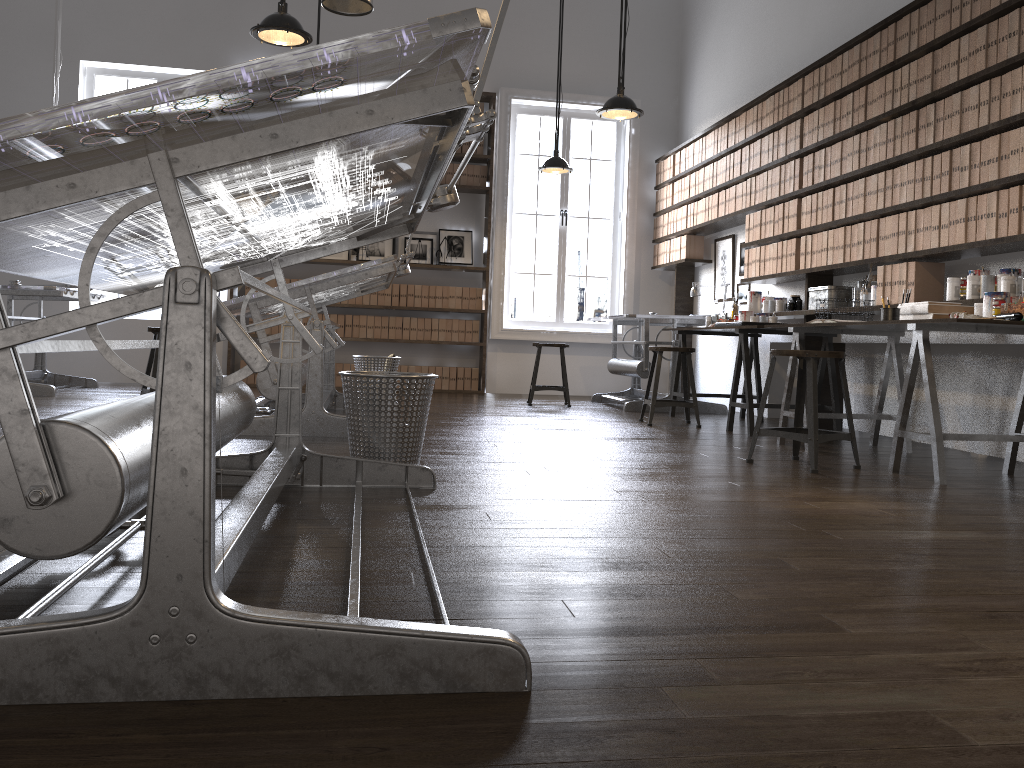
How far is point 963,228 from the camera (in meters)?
4.31

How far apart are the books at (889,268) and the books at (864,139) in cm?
70

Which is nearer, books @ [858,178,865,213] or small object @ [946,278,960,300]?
small object @ [946,278,960,300]

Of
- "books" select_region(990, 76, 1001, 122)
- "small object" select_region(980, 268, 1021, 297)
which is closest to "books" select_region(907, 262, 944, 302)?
"small object" select_region(980, 268, 1021, 297)

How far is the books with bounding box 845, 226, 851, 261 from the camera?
5.35m

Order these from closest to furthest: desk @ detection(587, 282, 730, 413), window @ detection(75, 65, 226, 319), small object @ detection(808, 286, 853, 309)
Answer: small object @ detection(808, 286, 853, 309) → desk @ detection(587, 282, 730, 413) → window @ detection(75, 65, 226, 319)

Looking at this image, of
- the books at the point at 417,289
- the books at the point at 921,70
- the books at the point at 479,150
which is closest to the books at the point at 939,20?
the books at the point at 921,70

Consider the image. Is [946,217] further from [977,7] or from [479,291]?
[479,291]

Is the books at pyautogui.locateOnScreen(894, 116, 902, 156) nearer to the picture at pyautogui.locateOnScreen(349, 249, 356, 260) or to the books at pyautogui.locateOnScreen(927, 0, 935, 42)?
the books at pyautogui.locateOnScreen(927, 0, 935, 42)

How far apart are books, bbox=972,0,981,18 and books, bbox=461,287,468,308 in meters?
5.4 m
